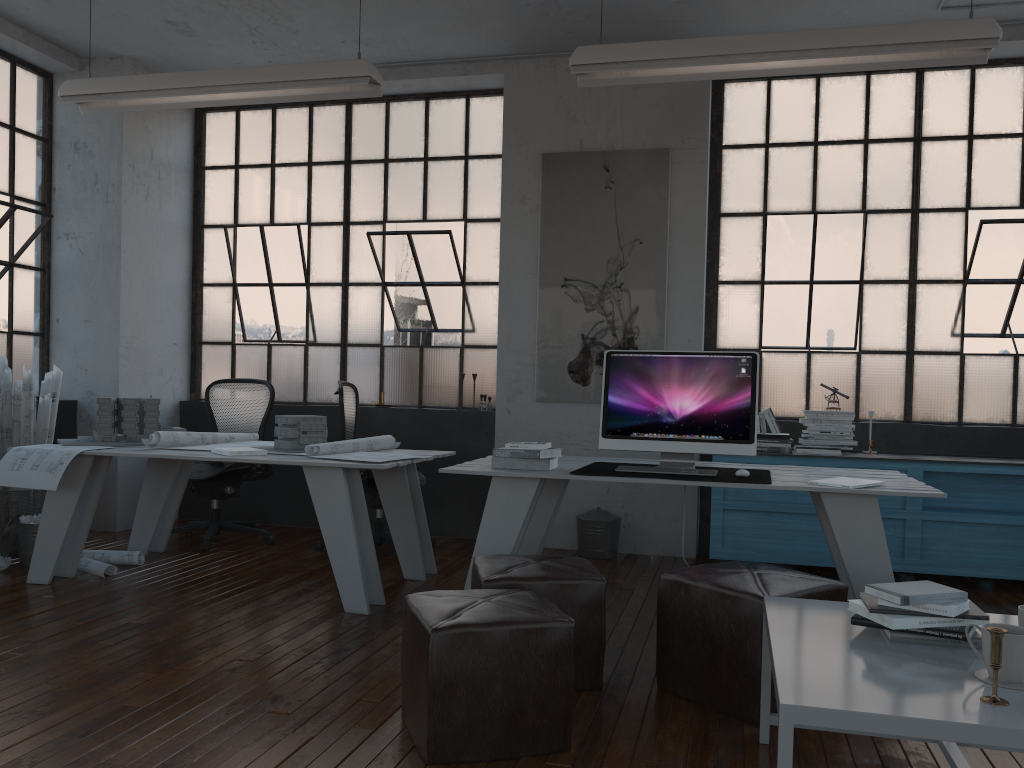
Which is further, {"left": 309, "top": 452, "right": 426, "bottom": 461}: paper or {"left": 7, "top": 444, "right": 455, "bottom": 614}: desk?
{"left": 309, "top": 452, "right": 426, "bottom": 461}: paper

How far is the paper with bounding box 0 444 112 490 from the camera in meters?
4.3

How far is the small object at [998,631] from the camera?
1.8 meters

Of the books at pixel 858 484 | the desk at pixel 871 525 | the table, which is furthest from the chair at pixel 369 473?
the table

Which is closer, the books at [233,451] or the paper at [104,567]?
the books at [233,451]

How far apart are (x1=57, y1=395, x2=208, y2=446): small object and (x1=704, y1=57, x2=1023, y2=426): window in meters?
3.4 m

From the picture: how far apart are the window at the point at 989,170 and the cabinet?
0.5 meters

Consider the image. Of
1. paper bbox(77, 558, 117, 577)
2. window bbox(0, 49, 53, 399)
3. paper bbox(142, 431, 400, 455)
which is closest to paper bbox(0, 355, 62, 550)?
window bbox(0, 49, 53, 399)

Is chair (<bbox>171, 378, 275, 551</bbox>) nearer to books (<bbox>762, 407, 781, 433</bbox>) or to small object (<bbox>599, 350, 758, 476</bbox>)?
small object (<bbox>599, 350, 758, 476</bbox>)

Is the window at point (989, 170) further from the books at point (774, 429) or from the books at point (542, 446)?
the books at point (542, 446)
